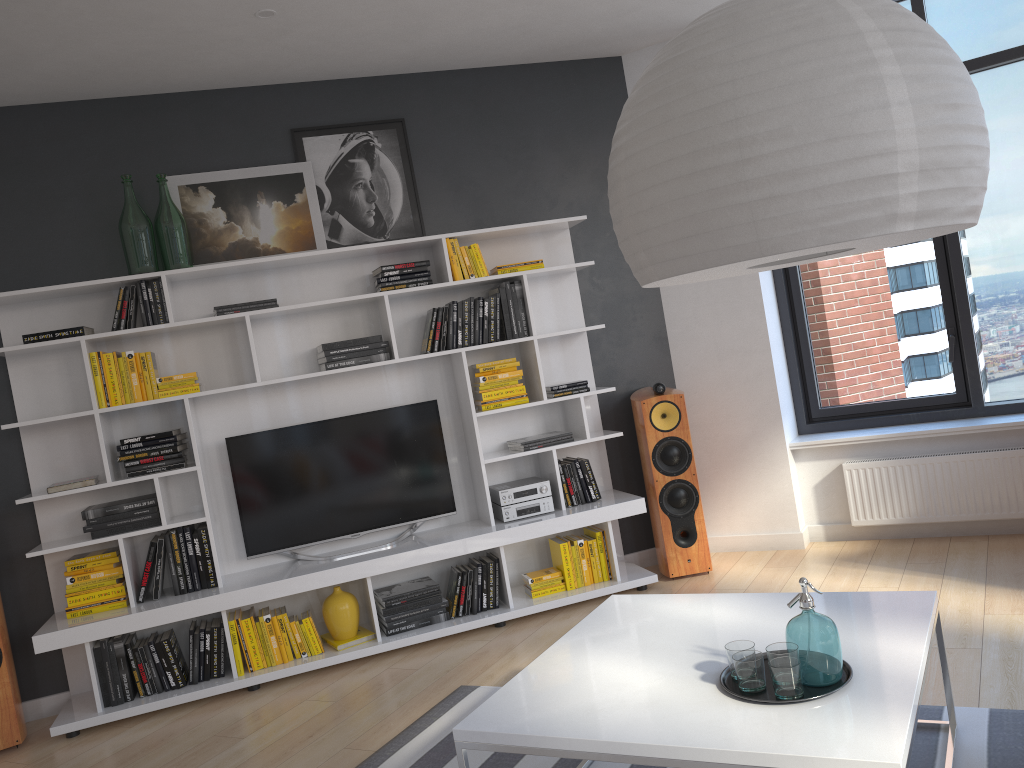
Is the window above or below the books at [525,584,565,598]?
above

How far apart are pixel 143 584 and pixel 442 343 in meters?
1.9 m

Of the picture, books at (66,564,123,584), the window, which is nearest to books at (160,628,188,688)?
books at (66,564,123,584)

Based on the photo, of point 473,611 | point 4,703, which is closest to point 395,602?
point 473,611

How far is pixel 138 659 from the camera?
4.2m

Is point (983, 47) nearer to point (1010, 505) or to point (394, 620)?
point (1010, 505)

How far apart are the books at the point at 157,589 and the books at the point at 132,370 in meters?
0.7

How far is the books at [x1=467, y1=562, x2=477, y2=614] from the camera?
4.6m

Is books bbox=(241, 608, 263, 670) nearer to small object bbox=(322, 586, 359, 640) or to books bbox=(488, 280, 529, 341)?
small object bbox=(322, 586, 359, 640)

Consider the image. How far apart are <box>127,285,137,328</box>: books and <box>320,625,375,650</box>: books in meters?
1.8
